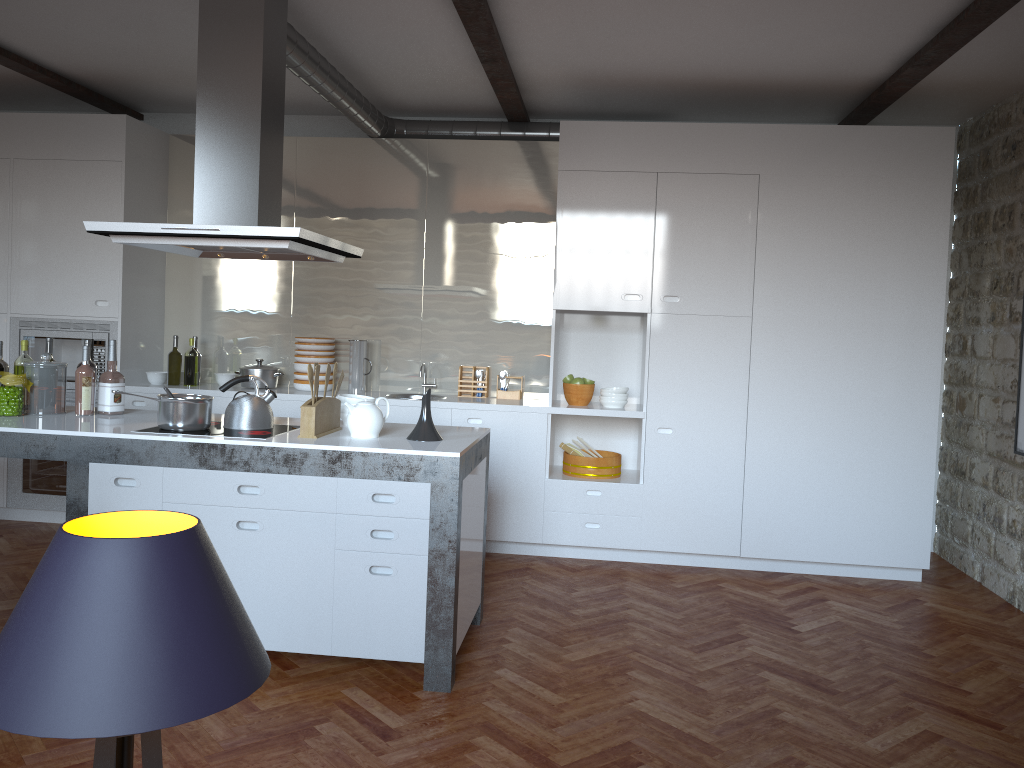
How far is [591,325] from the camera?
5.99m

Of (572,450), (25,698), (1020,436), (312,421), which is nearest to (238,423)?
(312,421)

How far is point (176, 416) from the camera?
3.69m

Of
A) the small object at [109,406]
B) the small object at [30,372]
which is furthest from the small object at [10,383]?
the small object at [109,406]

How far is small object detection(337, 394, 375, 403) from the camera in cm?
410

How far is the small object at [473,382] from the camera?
6.0m

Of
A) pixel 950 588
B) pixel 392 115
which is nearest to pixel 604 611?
pixel 950 588

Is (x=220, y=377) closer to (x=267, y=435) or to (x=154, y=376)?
(x=154, y=376)

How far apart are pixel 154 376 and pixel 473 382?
2.14m

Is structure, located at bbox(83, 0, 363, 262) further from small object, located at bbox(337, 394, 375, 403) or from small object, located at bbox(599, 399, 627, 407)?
small object, located at bbox(599, 399, 627, 407)
